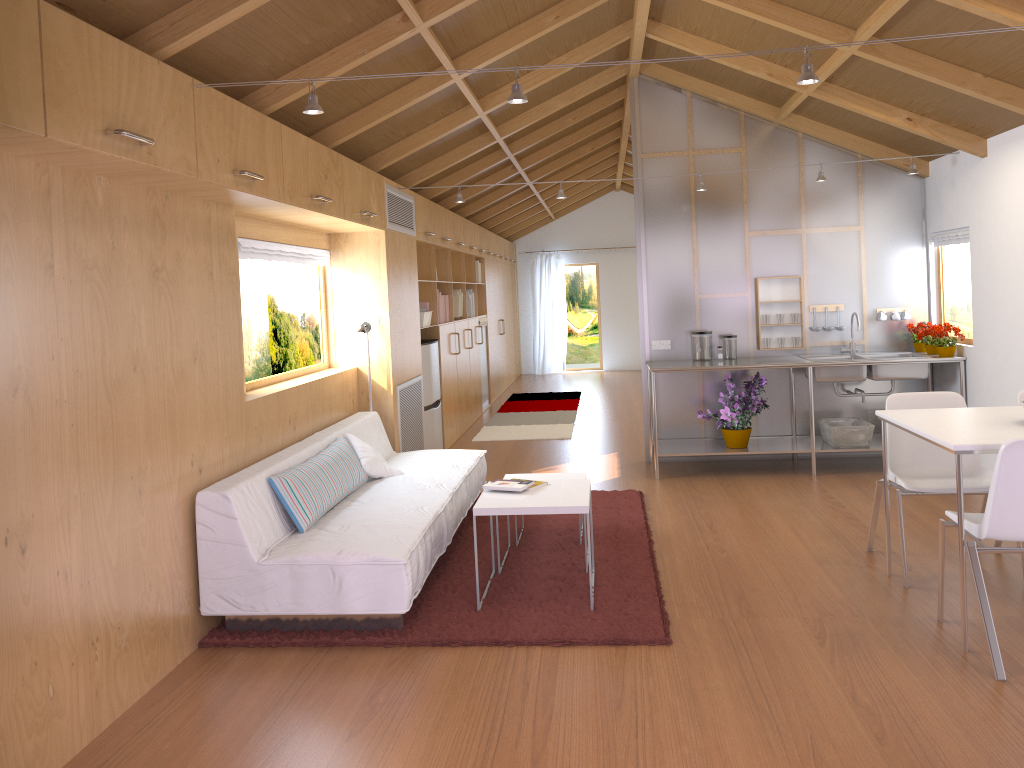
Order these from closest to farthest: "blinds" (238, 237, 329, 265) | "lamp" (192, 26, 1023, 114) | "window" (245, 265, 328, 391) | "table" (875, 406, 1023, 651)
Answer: "lamp" (192, 26, 1023, 114) < "table" (875, 406, 1023, 651) < "blinds" (238, 237, 329, 265) < "window" (245, 265, 328, 391)

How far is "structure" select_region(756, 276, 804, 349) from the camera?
6.6 meters

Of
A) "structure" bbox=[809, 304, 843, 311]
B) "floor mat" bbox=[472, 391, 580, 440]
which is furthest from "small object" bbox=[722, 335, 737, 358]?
"floor mat" bbox=[472, 391, 580, 440]

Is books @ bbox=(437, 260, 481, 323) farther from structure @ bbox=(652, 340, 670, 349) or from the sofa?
the sofa

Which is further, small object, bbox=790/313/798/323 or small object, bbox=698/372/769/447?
Result: small object, bbox=790/313/798/323

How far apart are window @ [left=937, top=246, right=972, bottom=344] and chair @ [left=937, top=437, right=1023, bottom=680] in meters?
3.1

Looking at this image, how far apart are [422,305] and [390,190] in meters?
1.5 m

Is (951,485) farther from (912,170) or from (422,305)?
(422,305)

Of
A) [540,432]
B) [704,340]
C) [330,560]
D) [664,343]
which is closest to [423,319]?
[664,343]

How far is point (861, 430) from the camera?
6.11m
